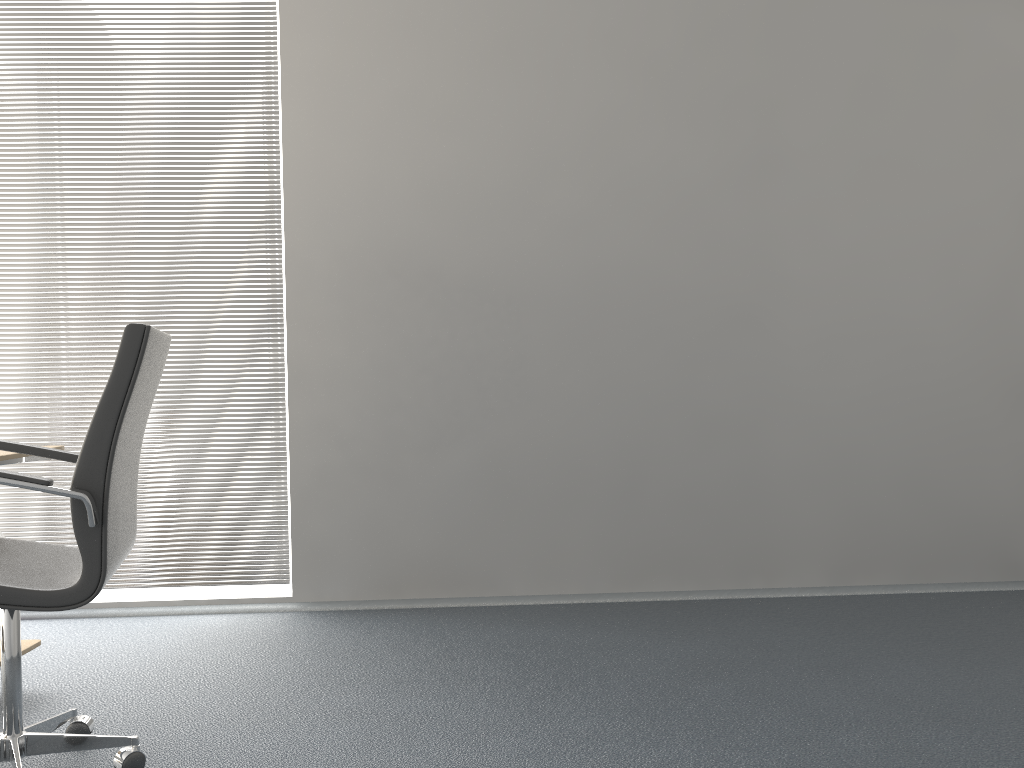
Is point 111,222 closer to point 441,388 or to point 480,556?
point 441,388

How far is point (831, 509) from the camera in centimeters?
362cm

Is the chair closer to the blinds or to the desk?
the desk

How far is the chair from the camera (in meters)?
1.84

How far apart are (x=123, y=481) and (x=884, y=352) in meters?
2.9 m

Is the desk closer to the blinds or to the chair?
the chair

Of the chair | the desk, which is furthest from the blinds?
the chair

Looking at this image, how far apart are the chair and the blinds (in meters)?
1.30

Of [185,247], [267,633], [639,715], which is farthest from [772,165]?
[267,633]

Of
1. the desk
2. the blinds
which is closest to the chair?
the desk
